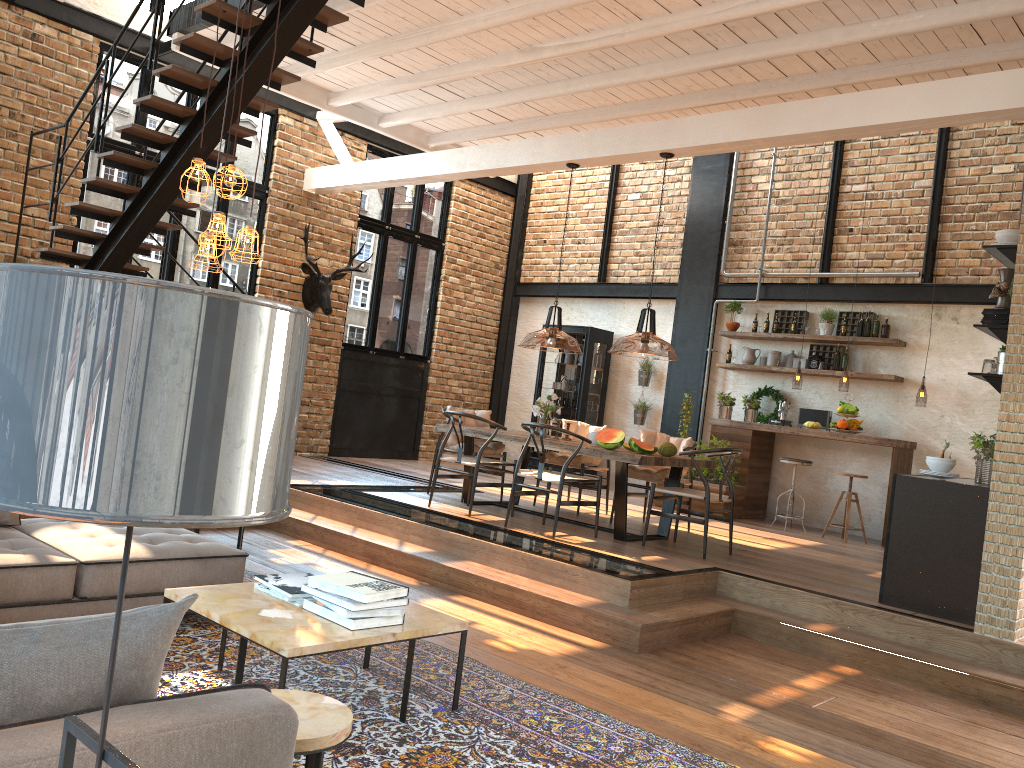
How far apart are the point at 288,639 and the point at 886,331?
8.2 meters

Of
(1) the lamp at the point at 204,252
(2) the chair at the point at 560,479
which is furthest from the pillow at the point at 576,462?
(1) the lamp at the point at 204,252

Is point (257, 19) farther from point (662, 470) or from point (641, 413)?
point (641, 413)

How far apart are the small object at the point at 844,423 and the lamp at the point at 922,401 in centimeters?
101cm

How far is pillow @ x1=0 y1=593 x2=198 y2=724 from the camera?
1.6m

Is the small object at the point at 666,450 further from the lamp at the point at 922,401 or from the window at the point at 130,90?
the window at the point at 130,90

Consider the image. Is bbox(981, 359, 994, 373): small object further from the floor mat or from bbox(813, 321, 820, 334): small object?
bbox(813, 321, 820, 334): small object

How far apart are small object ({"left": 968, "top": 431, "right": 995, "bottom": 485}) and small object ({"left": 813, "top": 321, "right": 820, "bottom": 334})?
4.47m

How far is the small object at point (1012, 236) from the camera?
5.50m

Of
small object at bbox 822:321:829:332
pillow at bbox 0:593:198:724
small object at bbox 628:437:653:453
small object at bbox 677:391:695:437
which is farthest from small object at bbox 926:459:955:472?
pillow at bbox 0:593:198:724
